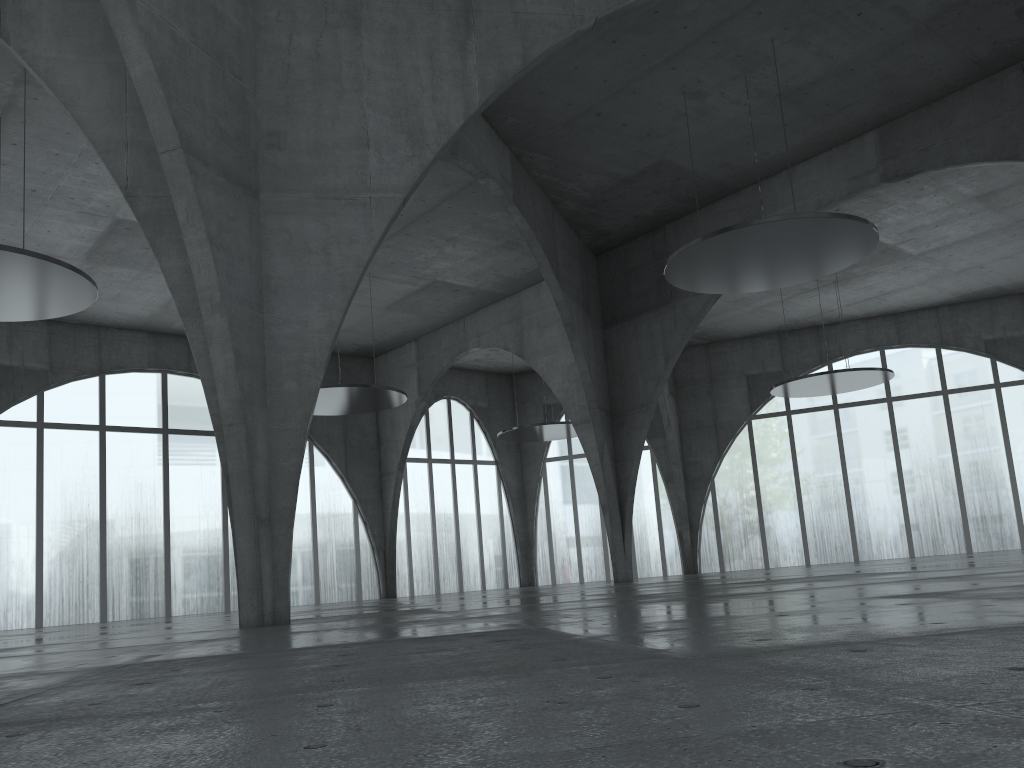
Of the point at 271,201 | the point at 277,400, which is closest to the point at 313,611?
the point at 277,400
